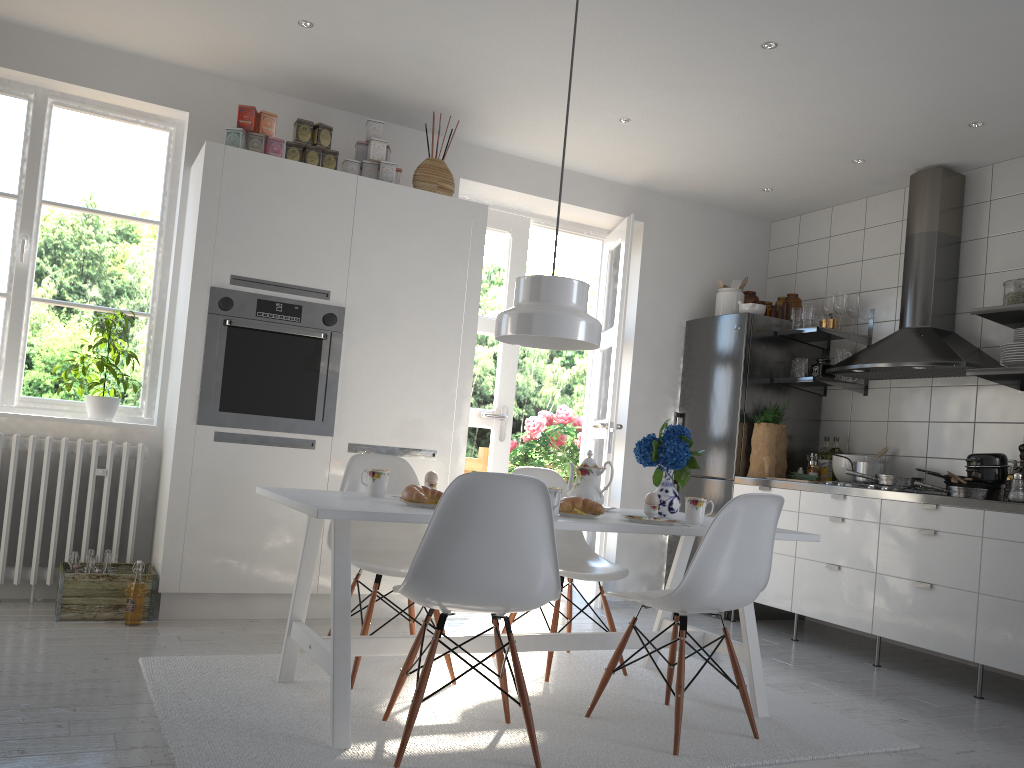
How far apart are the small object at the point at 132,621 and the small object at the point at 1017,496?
3.8 meters

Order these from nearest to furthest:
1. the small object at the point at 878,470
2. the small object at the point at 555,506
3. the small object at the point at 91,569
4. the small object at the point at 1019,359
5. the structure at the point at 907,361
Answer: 1. the small object at the point at 555,506
2. the small object at the point at 91,569
3. the small object at the point at 1019,359
4. the structure at the point at 907,361
5. the small object at the point at 878,470

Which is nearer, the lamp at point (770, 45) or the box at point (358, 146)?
the lamp at point (770, 45)

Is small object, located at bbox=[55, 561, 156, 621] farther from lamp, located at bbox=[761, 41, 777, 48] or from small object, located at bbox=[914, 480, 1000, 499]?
small object, located at bbox=[914, 480, 1000, 499]

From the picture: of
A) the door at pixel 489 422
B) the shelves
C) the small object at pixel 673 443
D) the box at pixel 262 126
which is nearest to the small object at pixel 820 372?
the shelves

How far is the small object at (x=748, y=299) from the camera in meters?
5.7

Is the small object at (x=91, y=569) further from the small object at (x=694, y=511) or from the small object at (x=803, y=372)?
the small object at (x=803, y=372)

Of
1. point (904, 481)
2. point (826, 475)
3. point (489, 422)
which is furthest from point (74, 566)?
point (826, 475)

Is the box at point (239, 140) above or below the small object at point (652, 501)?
above

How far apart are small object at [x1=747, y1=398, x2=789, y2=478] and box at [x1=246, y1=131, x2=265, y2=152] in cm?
306
